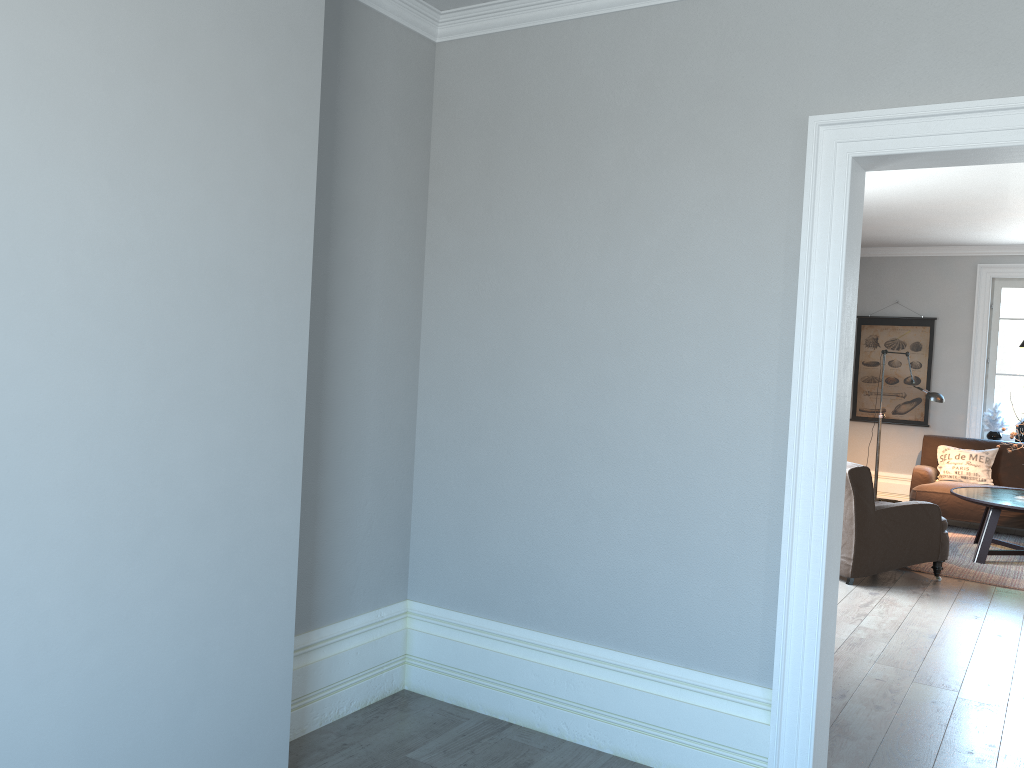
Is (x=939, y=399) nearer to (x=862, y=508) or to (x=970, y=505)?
(x=970, y=505)

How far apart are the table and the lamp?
0.9 meters

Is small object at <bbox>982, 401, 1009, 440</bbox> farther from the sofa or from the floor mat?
the floor mat

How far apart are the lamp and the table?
0.9m

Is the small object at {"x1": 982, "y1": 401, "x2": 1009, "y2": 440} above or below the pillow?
above

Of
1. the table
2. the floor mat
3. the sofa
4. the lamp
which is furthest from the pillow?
the table

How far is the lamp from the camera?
7.8m

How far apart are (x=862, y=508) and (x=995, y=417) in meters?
3.9 m

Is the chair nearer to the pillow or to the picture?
the pillow

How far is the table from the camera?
6.59m
